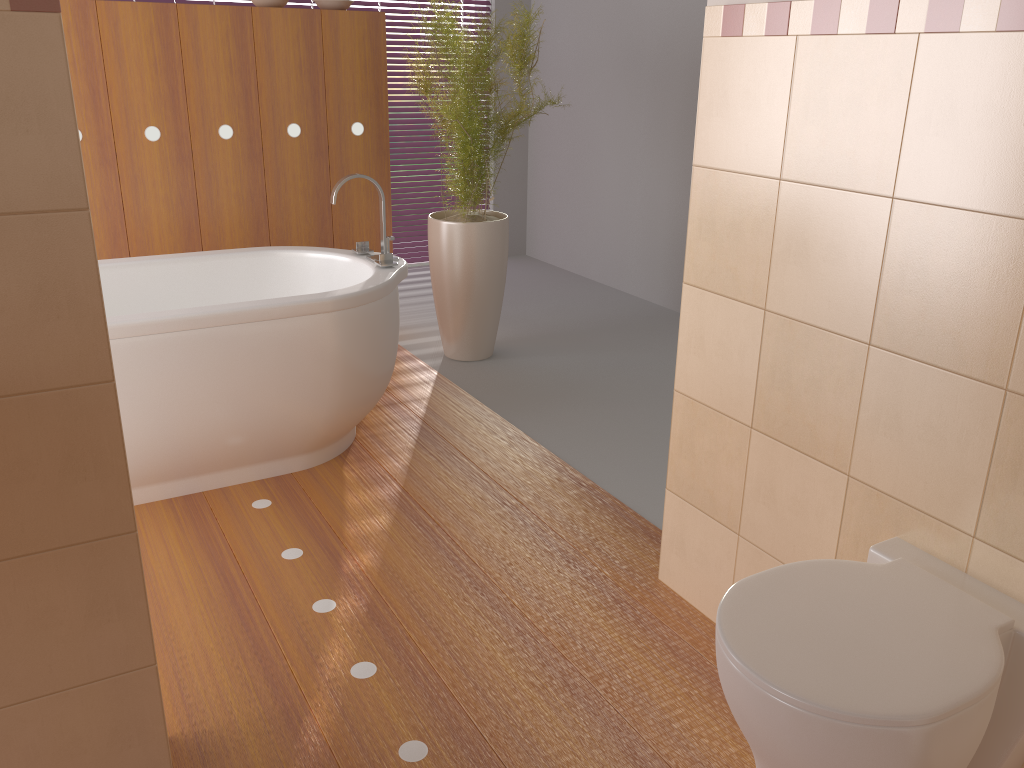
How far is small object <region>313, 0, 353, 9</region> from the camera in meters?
3.7 m

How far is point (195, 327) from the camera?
2.5m

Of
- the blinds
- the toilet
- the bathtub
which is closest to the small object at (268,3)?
the bathtub

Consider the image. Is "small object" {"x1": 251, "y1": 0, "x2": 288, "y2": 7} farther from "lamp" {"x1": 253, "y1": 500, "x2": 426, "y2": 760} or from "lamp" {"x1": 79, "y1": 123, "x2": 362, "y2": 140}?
"lamp" {"x1": 253, "y1": 500, "x2": 426, "y2": 760}

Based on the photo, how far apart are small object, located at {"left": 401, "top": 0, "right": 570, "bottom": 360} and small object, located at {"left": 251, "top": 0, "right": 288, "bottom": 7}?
0.7m

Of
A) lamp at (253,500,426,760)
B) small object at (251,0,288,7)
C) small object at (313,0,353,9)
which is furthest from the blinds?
lamp at (253,500,426,760)

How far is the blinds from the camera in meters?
5.6

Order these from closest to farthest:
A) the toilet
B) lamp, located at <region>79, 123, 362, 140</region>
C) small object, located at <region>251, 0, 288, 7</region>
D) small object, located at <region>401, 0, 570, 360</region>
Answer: the toilet → lamp, located at <region>79, 123, 362, 140</region> → small object, located at <region>251, 0, 288, 7</region> → small object, located at <region>401, 0, 570, 360</region>

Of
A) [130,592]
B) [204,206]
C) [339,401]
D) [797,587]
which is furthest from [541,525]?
[204,206]

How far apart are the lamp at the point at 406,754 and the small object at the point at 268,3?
2.1m
